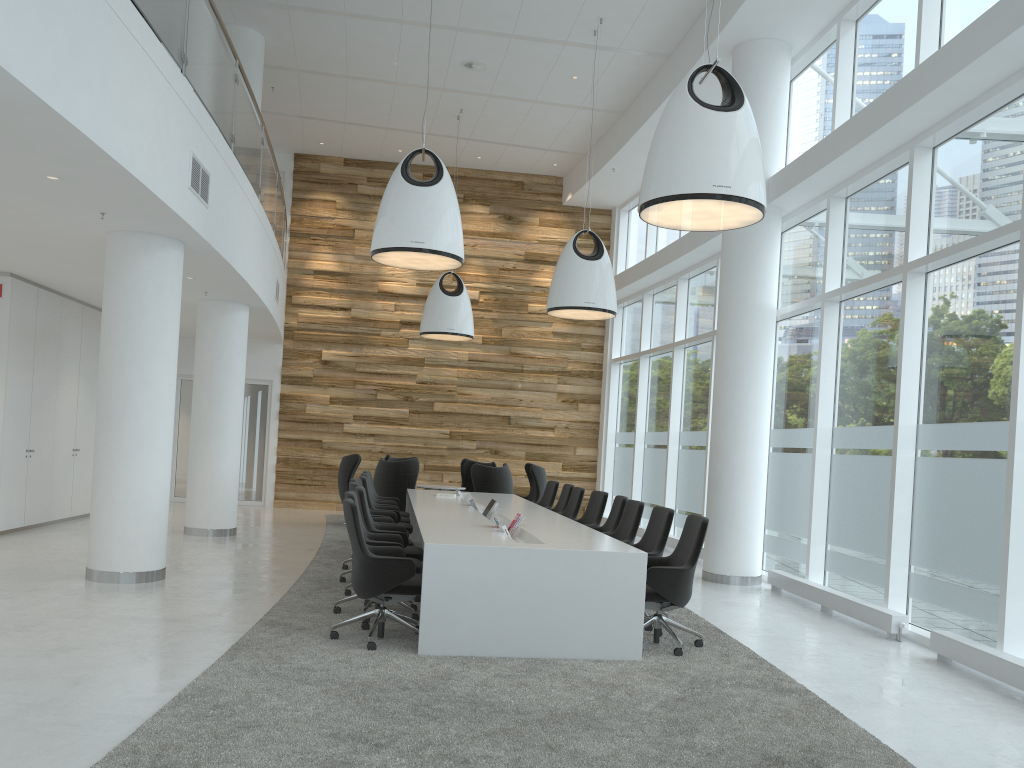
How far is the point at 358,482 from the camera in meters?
9.4 m

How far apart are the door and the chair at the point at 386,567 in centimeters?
1102cm

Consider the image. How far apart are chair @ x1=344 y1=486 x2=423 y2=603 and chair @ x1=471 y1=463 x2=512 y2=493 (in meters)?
4.71

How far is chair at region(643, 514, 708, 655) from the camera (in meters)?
6.19

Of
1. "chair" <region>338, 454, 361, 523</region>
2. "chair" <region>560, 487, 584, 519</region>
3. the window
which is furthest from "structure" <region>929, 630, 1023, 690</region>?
"chair" <region>338, 454, 361, 523</region>

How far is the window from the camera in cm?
666

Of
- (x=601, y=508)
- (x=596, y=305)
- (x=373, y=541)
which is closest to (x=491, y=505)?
(x=601, y=508)

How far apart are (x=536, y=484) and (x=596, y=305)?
4.2 meters

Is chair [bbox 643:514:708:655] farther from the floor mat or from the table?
the table

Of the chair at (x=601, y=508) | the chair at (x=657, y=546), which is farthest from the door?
the chair at (x=657, y=546)
